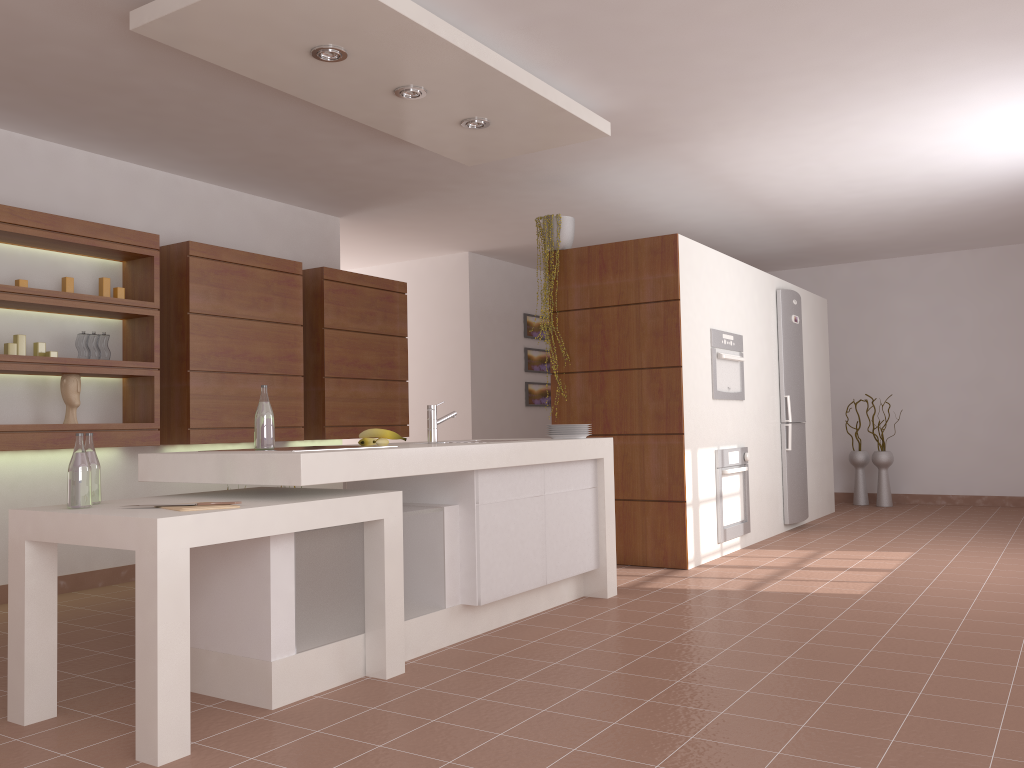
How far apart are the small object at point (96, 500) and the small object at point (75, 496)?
0.1m

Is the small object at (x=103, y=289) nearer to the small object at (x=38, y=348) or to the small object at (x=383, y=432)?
the small object at (x=38, y=348)

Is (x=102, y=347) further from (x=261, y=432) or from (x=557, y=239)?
(x=557, y=239)

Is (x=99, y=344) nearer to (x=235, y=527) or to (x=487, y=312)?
(x=235, y=527)

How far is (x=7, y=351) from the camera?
4.4m

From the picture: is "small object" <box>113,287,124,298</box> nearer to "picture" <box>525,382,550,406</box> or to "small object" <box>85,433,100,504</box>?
"small object" <box>85,433,100,504</box>

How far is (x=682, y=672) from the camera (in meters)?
3.09

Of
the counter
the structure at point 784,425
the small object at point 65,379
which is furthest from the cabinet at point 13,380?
the structure at point 784,425

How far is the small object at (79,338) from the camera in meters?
4.8

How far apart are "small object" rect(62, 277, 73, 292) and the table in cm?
208
